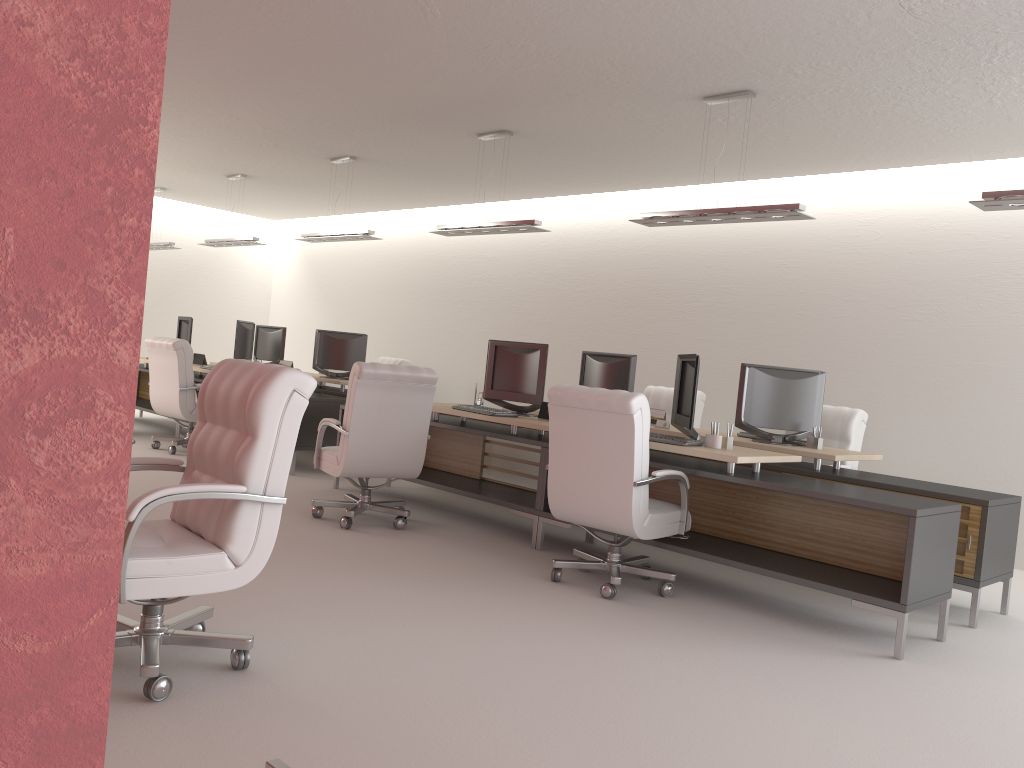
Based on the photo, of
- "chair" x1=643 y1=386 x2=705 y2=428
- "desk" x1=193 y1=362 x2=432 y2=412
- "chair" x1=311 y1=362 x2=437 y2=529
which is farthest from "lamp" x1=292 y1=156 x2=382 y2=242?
"chair" x1=643 y1=386 x2=705 y2=428

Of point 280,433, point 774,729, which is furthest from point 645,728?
point 280,433

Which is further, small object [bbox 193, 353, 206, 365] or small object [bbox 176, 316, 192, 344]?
small object [bbox 176, 316, 192, 344]

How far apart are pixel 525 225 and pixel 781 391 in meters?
3.5

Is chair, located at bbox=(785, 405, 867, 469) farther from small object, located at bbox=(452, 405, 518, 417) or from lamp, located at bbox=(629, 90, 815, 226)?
small object, located at bbox=(452, 405, 518, 417)

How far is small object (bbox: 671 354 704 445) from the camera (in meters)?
7.45

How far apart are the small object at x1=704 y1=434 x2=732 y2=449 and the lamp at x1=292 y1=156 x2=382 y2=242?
6.80m

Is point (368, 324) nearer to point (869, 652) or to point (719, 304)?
point (719, 304)

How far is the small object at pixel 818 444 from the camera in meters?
8.7

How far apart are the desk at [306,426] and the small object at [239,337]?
0.7m
